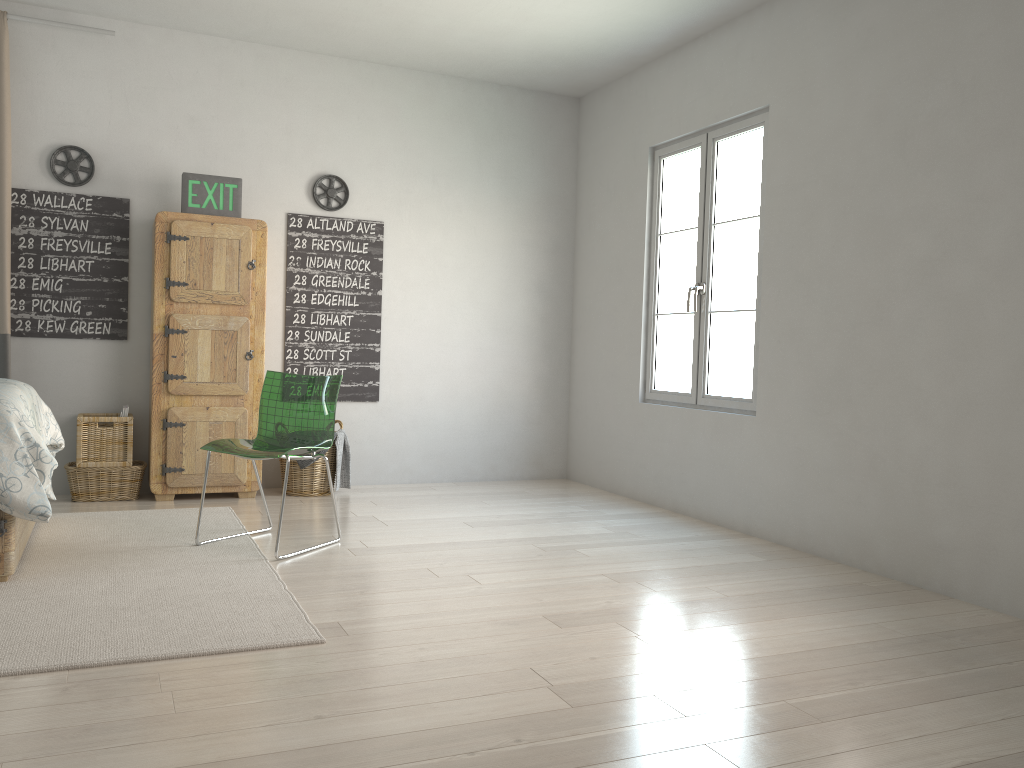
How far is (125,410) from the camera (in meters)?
4.80

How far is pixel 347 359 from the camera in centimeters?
556cm

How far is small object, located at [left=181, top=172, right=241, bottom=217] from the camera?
4.9 meters

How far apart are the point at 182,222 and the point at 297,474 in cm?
154

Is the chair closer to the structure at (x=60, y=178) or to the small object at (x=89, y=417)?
the small object at (x=89, y=417)

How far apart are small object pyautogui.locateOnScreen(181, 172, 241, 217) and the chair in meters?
1.3

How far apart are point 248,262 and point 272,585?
2.33m

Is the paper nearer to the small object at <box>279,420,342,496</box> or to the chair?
the small object at <box>279,420,342,496</box>

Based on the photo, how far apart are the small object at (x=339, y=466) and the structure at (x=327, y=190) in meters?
1.4

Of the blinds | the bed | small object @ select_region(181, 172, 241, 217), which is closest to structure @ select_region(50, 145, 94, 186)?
the blinds
